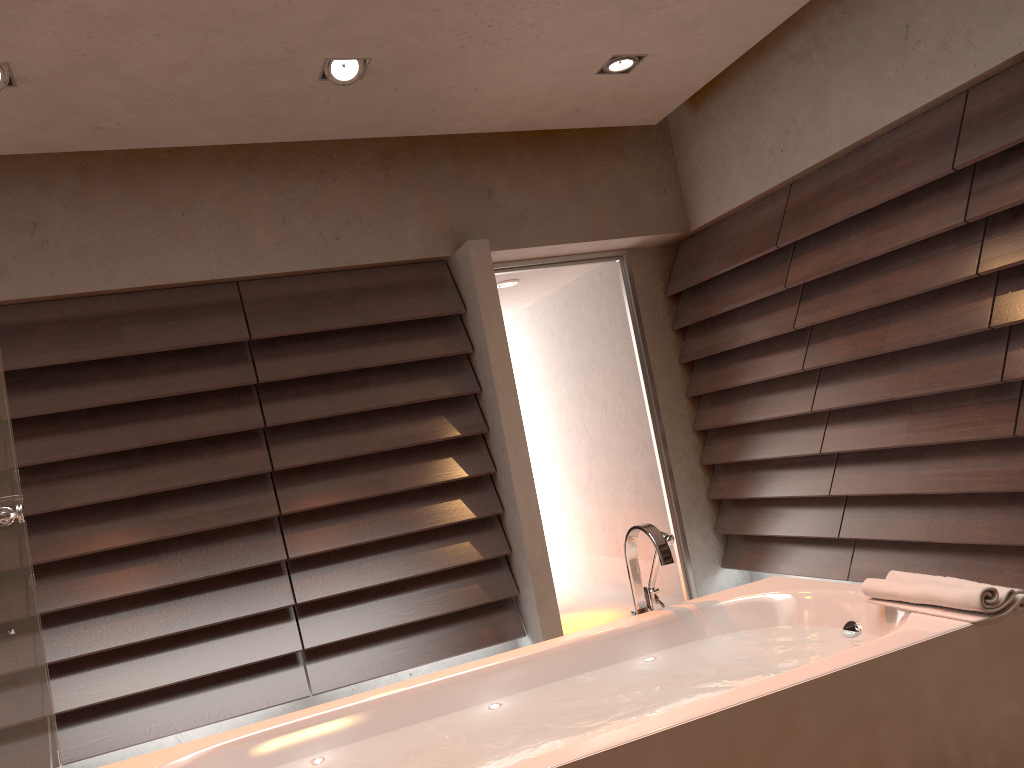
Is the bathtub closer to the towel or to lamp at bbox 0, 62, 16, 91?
the towel

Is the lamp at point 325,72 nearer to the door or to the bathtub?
the door

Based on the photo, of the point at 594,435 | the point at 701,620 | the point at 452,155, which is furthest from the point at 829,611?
the point at 452,155

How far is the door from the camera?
4.57m

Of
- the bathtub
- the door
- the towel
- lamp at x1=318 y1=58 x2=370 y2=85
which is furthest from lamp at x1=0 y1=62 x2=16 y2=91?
the towel

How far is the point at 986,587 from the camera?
1.87m

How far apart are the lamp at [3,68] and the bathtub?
2.12m

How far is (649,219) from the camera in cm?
465

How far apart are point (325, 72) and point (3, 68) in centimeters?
102cm

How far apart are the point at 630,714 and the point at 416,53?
2.36m
